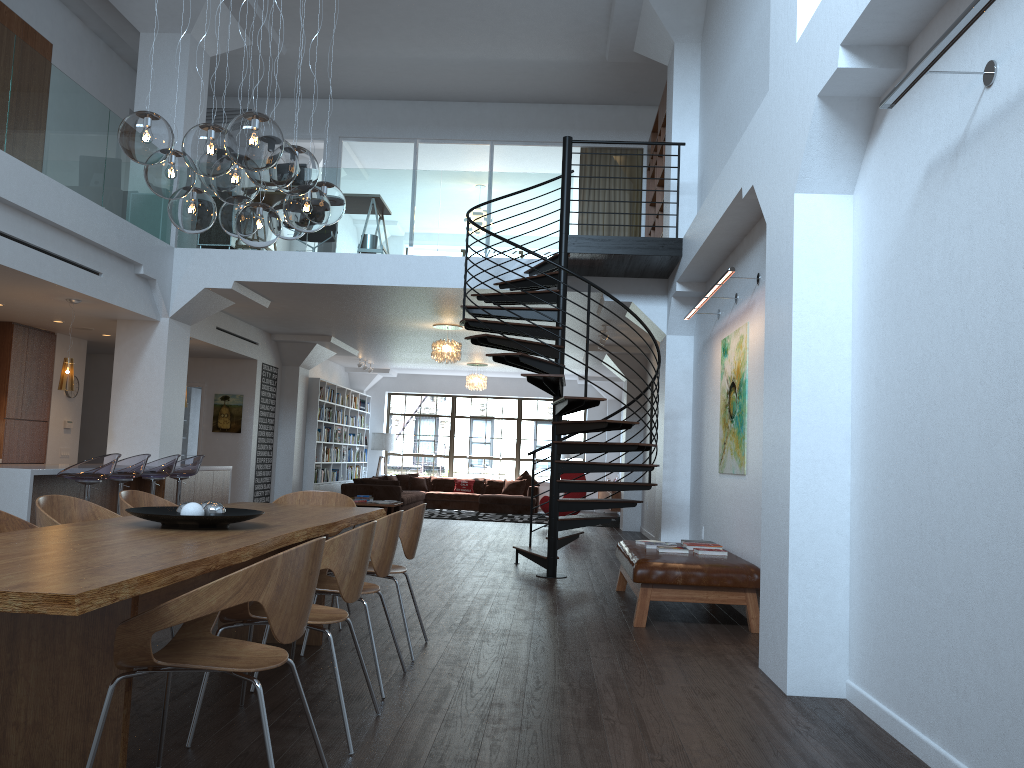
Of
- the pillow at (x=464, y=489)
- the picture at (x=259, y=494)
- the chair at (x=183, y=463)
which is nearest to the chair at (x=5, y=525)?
the chair at (x=183, y=463)

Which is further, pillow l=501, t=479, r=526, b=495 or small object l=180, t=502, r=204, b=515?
pillow l=501, t=479, r=526, b=495

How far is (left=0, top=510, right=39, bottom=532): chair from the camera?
3.9m

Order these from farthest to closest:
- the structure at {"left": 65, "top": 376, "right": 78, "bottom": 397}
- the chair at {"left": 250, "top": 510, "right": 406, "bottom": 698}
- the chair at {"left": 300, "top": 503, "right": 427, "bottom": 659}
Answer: the structure at {"left": 65, "top": 376, "right": 78, "bottom": 397} < the chair at {"left": 300, "top": 503, "right": 427, "bottom": 659} < the chair at {"left": 250, "top": 510, "right": 406, "bottom": 698}

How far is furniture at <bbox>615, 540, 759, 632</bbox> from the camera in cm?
604

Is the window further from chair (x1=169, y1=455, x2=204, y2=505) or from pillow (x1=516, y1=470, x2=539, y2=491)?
chair (x1=169, y1=455, x2=204, y2=505)

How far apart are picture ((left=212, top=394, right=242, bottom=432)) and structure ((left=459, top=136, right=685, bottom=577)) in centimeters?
620cm

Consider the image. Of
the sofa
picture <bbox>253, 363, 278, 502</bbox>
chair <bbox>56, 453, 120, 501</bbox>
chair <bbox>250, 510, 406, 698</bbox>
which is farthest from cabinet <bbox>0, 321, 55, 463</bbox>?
chair <bbox>250, 510, 406, 698</bbox>

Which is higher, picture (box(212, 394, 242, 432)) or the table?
picture (box(212, 394, 242, 432))

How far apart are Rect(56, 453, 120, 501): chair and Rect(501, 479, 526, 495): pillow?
11.83m
